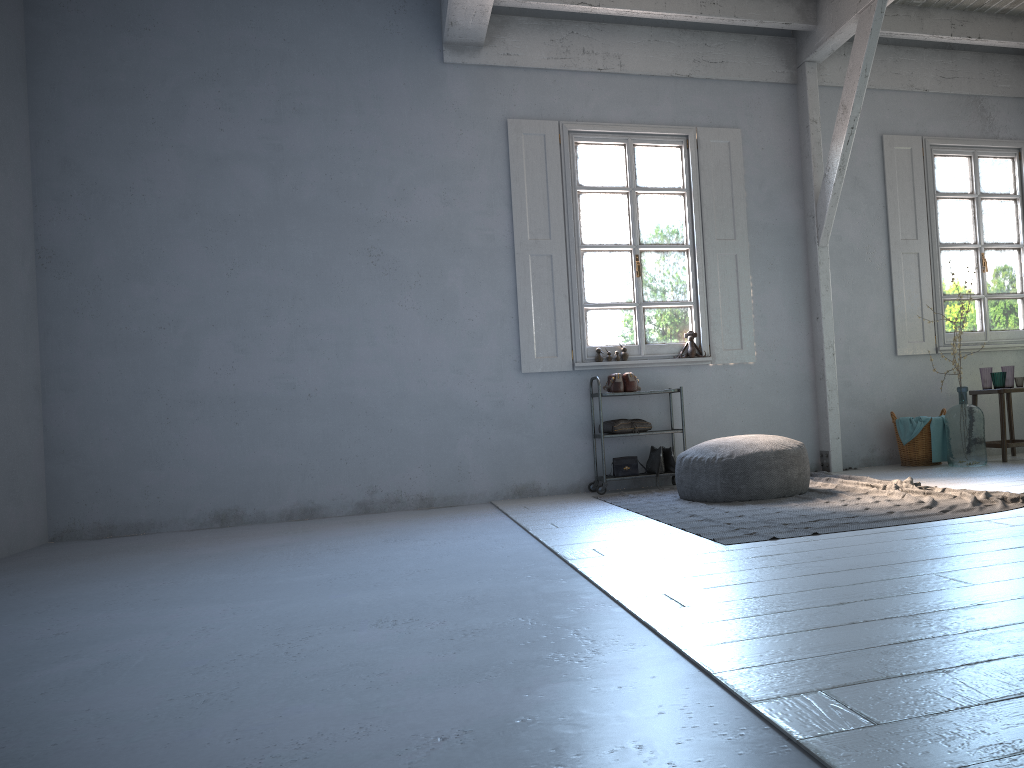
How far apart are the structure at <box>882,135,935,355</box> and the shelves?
2.44m

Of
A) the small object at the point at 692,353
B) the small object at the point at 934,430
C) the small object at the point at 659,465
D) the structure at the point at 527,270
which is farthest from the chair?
the small object at the point at 659,465

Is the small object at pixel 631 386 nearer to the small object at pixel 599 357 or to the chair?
the small object at pixel 599 357

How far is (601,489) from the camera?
7.4m

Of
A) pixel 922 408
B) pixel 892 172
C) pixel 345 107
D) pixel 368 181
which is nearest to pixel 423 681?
pixel 368 181

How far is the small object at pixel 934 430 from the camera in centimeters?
775cm

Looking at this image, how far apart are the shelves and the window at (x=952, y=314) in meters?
2.8 m

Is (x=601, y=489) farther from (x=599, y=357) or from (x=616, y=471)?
(x=599, y=357)

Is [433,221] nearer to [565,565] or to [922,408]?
[565,565]

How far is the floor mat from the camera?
4.6m
